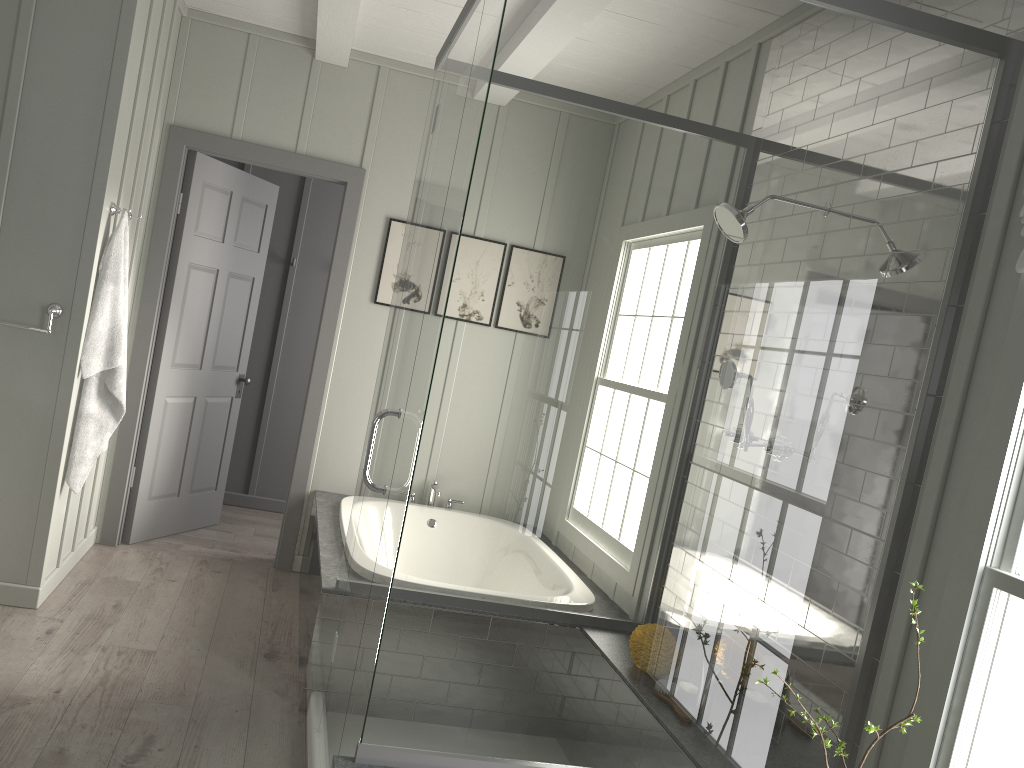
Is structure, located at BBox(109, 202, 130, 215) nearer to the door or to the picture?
the door

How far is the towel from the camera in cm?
353

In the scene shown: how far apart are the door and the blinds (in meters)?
3.37

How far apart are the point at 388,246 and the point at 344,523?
1.54m

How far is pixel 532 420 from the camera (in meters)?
1.98

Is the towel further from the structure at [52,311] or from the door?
the door

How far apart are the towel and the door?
0.75m

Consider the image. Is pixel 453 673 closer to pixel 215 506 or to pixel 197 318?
pixel 197 318

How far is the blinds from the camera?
1.94m

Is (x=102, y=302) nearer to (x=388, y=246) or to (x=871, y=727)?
(x=388, y=246)
